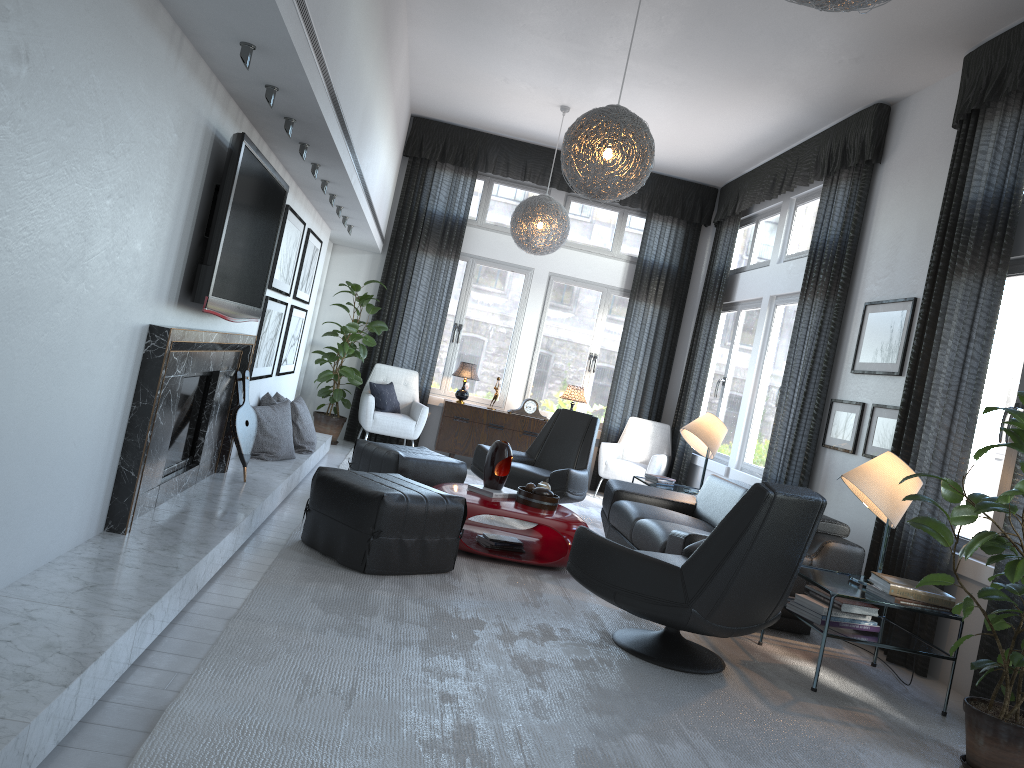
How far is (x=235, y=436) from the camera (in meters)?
4.66

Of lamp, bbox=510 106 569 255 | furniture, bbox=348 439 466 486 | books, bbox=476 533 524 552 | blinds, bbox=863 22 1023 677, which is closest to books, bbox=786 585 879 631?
blinds, bbox=863 22 1023 677

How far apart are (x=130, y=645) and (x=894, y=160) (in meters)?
5.30

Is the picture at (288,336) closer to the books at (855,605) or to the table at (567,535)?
the table at (567,535)

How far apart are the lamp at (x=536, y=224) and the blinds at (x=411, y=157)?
1.20m

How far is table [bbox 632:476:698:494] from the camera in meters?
6.8 m

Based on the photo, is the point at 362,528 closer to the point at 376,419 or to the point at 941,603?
the point at 941,603

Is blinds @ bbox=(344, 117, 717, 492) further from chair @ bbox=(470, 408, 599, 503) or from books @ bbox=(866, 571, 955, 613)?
books @ bbox=(866, 571, 955, 613)

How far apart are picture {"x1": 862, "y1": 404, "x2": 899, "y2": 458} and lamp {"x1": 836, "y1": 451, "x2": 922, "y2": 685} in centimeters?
102cm

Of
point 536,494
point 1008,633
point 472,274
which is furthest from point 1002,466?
point 472,274
